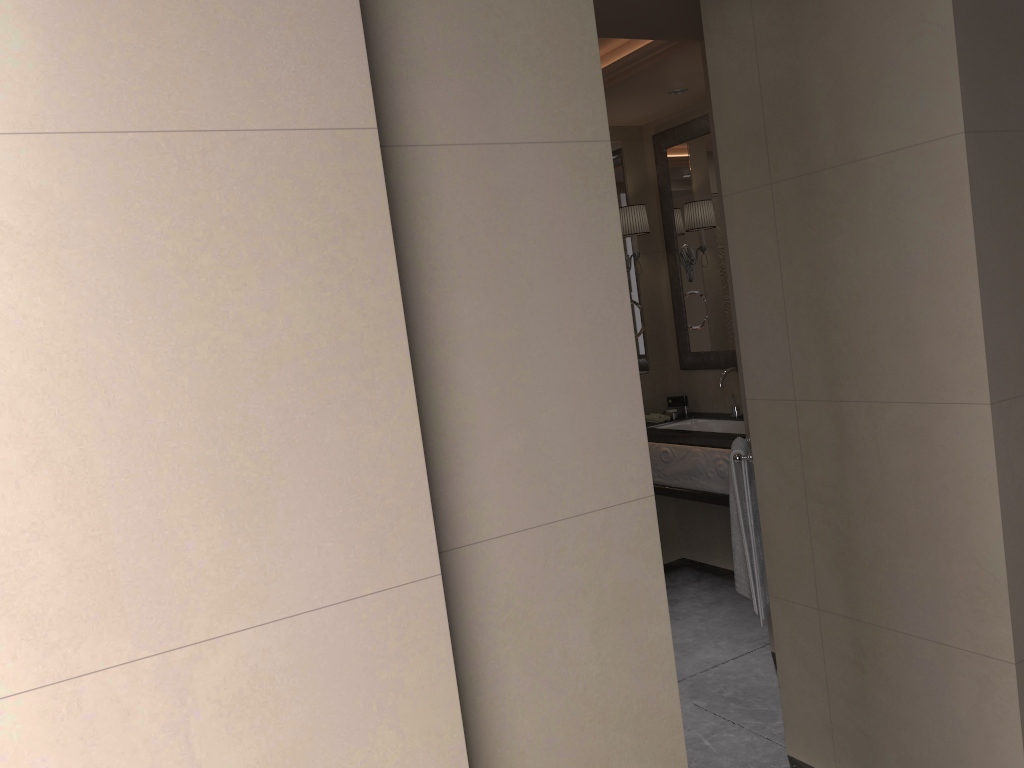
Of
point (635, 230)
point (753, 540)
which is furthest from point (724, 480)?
point (635, 230)

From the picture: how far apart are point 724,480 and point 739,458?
1.1m

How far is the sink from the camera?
4.54m

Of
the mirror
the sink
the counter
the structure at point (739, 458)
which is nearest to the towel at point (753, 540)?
the structure at point (739, 458)

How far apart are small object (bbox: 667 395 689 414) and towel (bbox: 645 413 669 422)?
0.2 meters

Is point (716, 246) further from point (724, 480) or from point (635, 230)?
point (724, 480)

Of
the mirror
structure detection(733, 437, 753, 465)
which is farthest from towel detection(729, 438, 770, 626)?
the mirror

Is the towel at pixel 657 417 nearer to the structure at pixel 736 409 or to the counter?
the counter

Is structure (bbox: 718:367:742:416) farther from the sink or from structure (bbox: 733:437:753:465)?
structure (bbox: 733:437:753:465)

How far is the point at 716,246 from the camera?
4.6m
